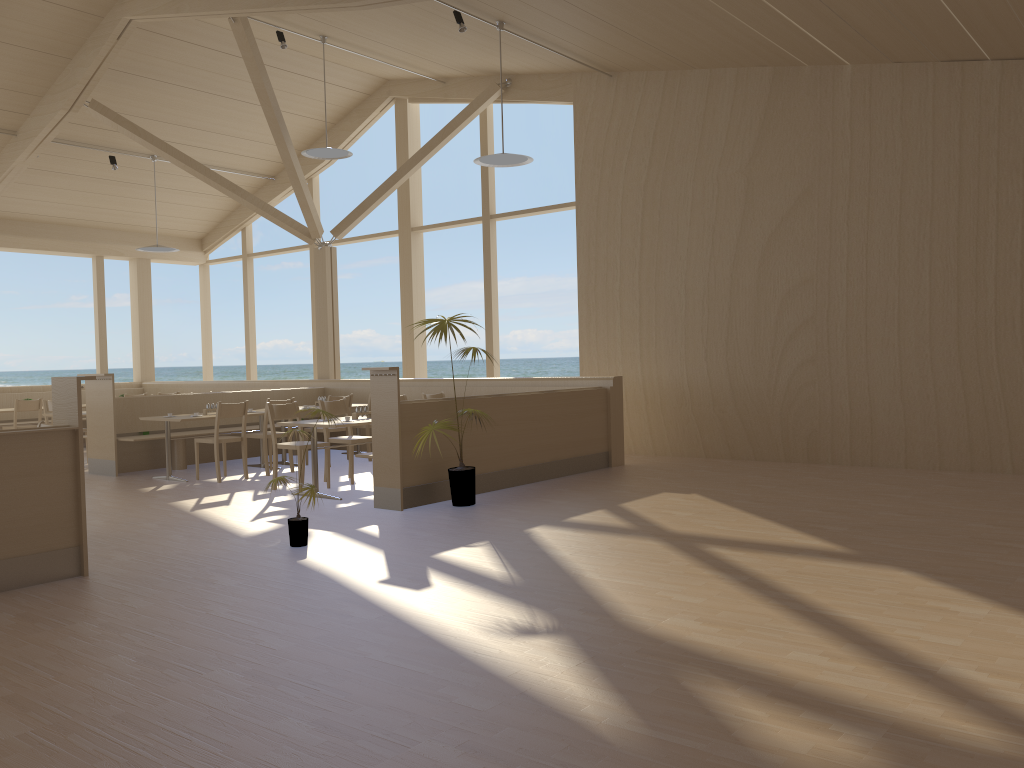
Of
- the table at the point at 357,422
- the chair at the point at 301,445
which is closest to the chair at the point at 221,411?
the chair at the point at 301,445

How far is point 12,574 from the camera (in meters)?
4.58

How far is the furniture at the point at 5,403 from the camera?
13.0m

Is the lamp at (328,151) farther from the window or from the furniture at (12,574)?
the furniture at (12,574)

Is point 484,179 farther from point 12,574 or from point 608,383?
point 12,574

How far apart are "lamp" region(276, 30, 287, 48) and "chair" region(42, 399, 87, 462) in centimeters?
523cm

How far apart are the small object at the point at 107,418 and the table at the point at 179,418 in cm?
57

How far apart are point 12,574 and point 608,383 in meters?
5.8

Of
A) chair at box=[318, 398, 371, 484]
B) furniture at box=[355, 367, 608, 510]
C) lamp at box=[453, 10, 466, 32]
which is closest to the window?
furniture at box=[355, 367, 608, 510]

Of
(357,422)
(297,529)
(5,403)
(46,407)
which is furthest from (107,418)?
(297,529)
